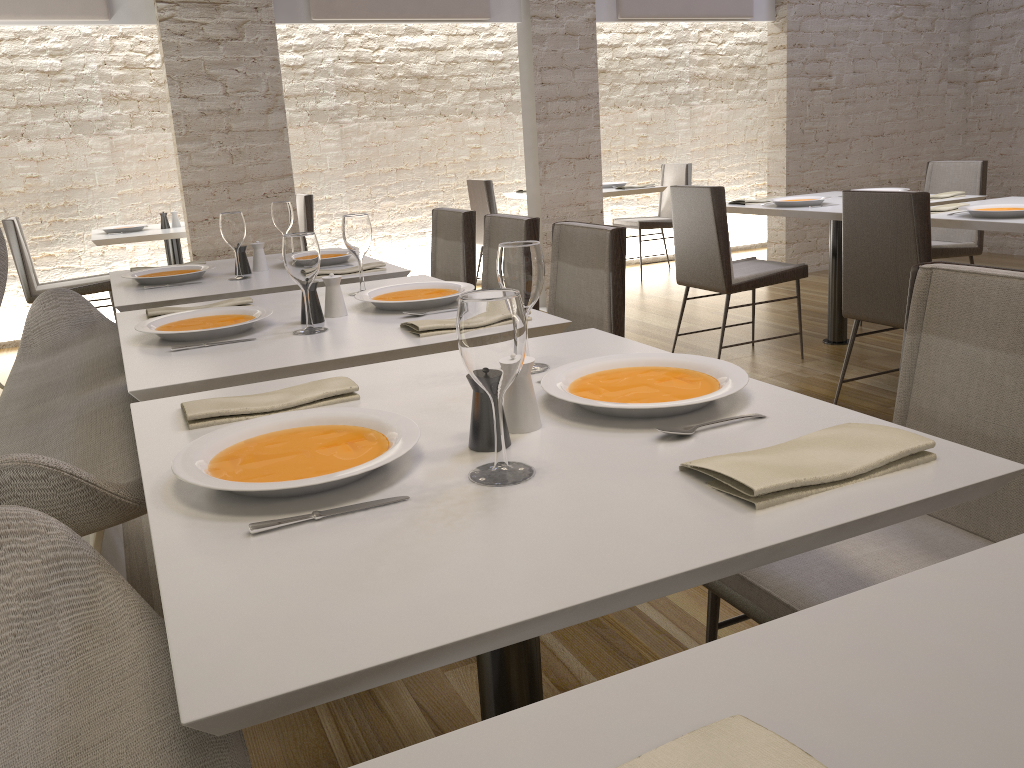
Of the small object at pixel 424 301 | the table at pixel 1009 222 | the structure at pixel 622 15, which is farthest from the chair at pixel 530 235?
the structure at pixel 622 15

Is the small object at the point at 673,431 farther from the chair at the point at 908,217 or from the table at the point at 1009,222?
the table at the point at 1009,222

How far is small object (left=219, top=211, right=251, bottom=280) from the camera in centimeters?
299cm

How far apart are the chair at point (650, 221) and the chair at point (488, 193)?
1.3 meters

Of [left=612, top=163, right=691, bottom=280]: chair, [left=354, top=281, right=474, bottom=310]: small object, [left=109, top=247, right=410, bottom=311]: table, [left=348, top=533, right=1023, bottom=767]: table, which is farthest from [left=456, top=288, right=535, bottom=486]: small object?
[left=612, top=163, right=691, bottom=280]: chair

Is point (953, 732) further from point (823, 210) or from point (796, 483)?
point (823, 210)

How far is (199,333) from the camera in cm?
204

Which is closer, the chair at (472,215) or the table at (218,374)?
the table at (218,374)

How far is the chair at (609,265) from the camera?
2.5m

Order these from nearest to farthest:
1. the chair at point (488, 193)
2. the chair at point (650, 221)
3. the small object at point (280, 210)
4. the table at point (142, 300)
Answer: the table at point (142, 300)
the small object at point (280, 210)
the chair at point (488, 193)
the chair at point (650, 221)
